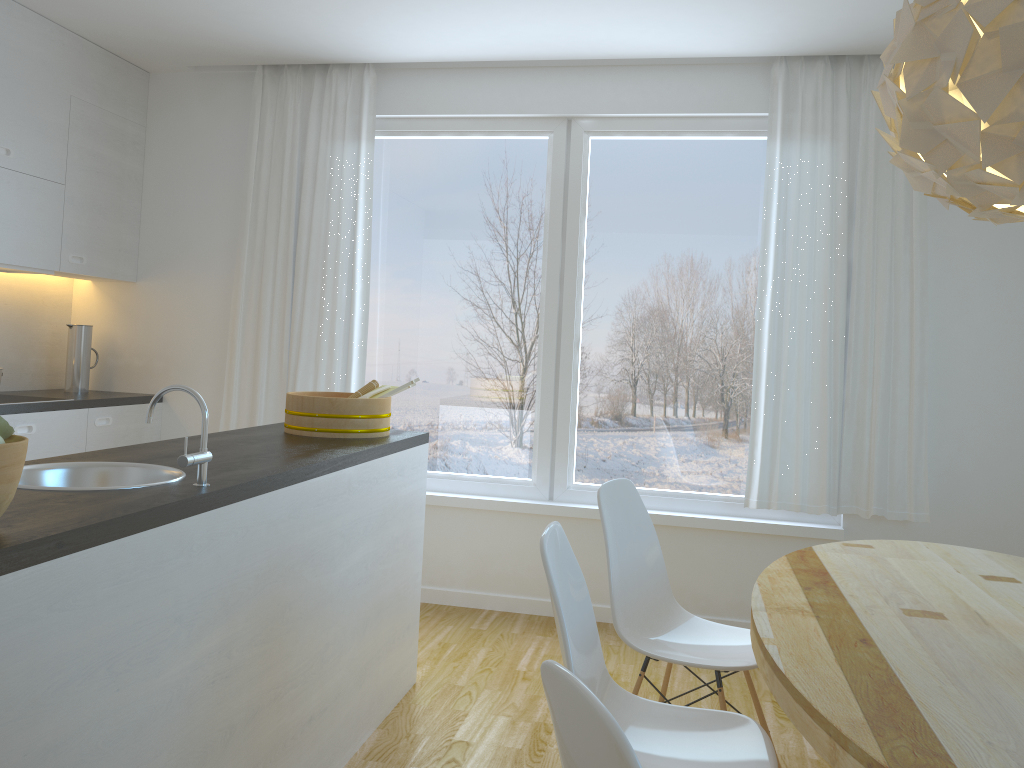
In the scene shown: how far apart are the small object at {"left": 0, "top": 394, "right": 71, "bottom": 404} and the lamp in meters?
3.6

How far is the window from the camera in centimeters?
428cm

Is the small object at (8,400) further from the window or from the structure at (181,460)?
the structure at (181,460)

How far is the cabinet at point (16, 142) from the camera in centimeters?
388cm

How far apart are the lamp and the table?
0.9m

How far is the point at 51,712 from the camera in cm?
143

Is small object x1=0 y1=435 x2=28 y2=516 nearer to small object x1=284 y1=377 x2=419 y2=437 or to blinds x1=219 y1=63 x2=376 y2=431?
small object x1=284 y1=377 x2=419 y2=437

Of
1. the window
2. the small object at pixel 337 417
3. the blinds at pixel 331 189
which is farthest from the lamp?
the blinds at pixel 331 189

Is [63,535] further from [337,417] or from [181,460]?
[337,417]

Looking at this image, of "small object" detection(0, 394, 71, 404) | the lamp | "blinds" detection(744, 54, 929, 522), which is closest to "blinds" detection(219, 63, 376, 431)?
"small object" detection(0, 394, 71, 404)
